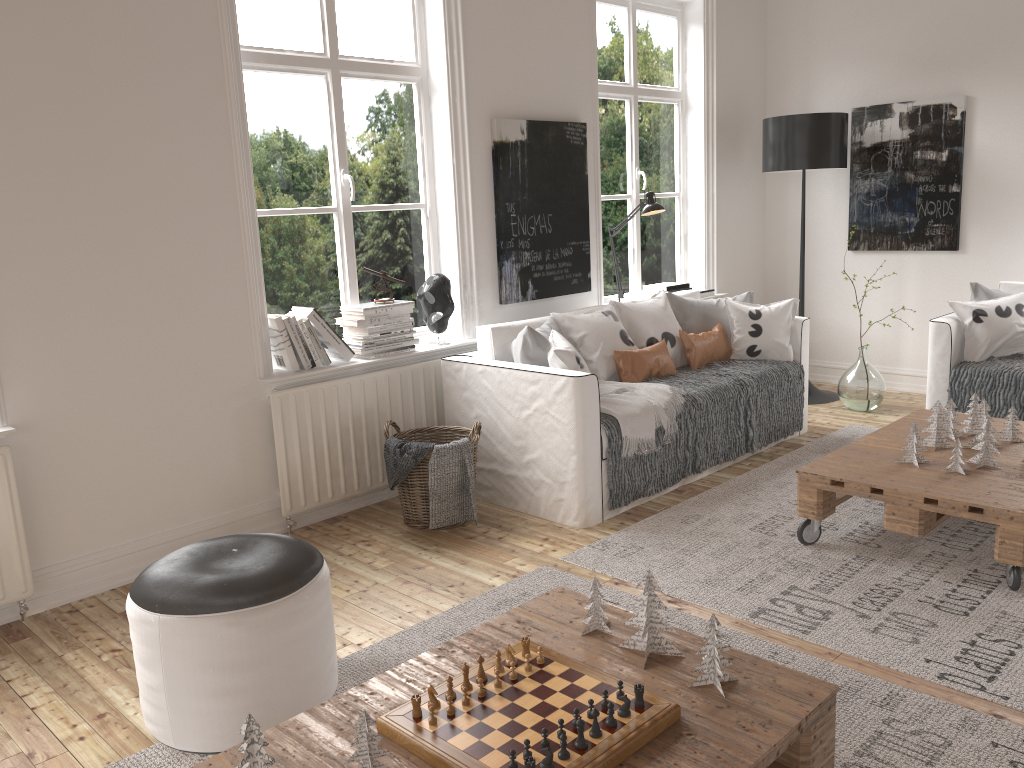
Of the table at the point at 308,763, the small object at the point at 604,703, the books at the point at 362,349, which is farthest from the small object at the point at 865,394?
the small object at the point at 604,703

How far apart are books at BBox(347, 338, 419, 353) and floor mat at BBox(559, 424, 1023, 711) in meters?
1.3

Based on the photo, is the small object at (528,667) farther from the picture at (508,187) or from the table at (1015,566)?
the picture at (508,187)

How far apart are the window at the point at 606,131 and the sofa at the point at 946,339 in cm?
176

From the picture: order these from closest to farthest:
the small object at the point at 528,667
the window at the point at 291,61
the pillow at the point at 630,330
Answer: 1. the small object at the point at 528,667
2. the window at the point at 291,61
3. the pillow at the point at 630,330

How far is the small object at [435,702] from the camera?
1.8 meters

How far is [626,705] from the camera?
1.70m

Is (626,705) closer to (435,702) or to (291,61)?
(435,702)

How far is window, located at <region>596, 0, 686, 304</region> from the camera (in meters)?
5.28

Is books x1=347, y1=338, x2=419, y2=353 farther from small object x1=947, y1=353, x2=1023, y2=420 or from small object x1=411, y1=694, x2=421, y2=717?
small object x1=947, y1=353, x2=1023, y2=420
